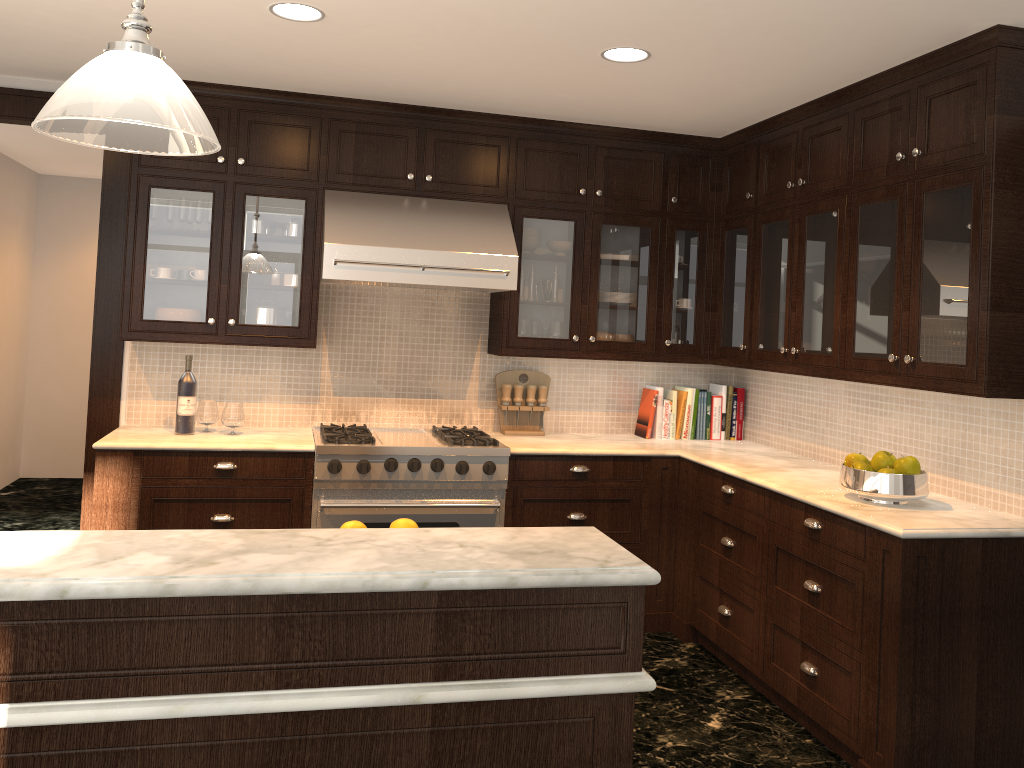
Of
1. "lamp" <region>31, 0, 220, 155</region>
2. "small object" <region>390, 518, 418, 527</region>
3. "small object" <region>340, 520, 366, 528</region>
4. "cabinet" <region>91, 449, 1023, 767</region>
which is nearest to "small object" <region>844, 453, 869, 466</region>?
"cabinet" <region>91, 449, 1023, 767</region>

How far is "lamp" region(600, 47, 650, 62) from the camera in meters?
3.4

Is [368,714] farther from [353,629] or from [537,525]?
[537,525]

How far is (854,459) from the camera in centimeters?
342cm

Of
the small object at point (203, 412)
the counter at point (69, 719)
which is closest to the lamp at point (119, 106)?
the counter at point (69, 719)

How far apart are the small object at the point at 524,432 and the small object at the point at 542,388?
0.0 meters

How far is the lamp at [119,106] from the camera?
1.4 meters

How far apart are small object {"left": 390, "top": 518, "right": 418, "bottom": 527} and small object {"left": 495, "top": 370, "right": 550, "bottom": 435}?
2.5 meters

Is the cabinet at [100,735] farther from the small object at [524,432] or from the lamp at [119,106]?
the small object at [524,432]

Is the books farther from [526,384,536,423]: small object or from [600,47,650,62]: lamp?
[600,47,650,62]: lamp
